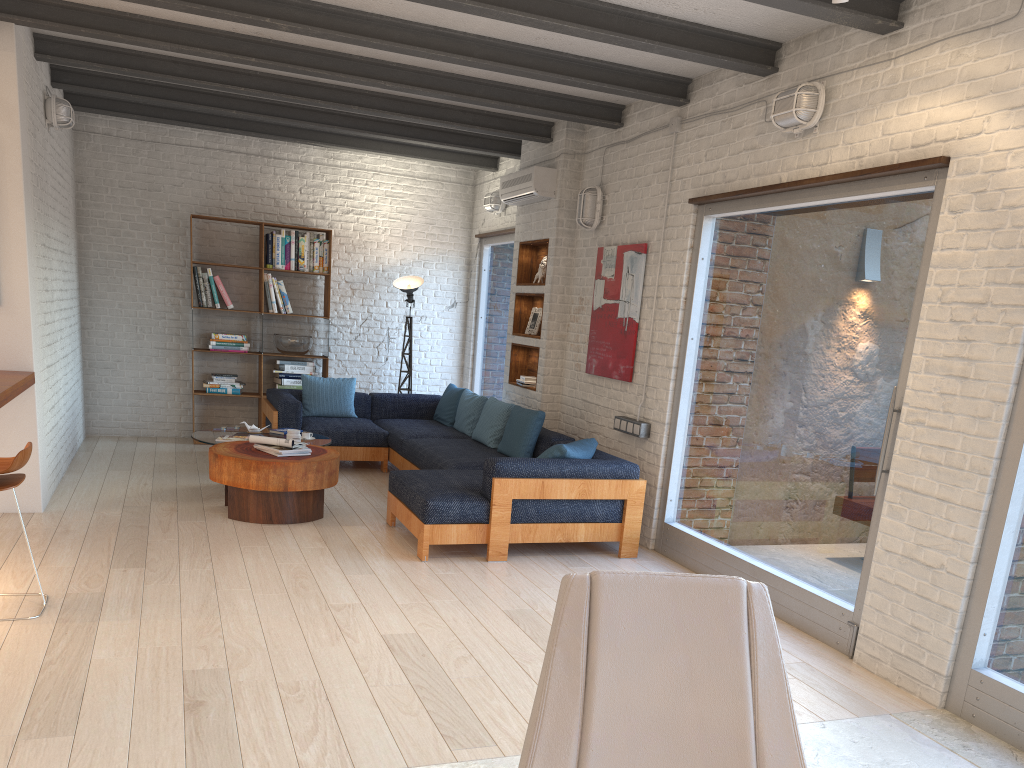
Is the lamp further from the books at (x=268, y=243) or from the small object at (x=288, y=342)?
Result: the books at (x=268, y=243)

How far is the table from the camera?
5.8m

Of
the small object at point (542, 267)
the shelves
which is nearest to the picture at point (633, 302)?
the shelves

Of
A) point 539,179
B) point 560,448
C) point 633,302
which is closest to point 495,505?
point 560,448

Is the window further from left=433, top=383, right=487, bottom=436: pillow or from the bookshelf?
the bookshelf

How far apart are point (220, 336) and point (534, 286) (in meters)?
3.36

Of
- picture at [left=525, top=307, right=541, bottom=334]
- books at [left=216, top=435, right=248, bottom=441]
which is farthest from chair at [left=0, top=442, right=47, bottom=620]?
picture at [left=525, top=307, right=541, bottom=334]

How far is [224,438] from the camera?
6.70m

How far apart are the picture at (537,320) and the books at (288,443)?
2.66m

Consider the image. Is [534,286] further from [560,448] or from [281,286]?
[281,286]
